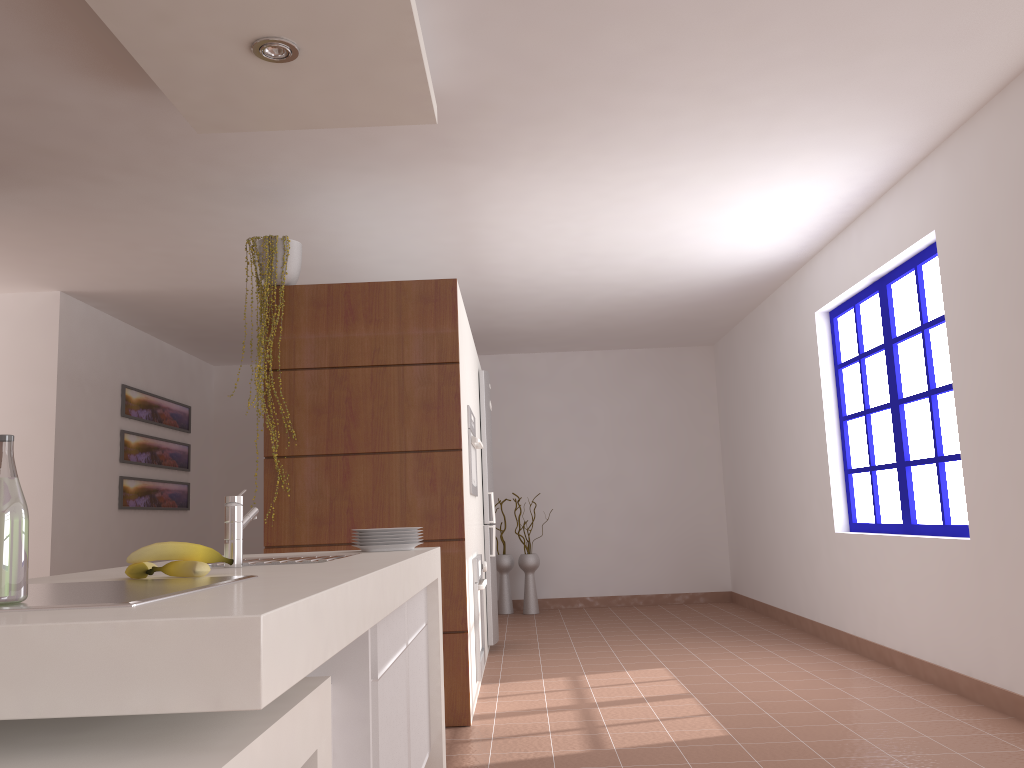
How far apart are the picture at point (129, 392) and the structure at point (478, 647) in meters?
3.4

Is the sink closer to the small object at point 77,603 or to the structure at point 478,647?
the small object at point 77,603

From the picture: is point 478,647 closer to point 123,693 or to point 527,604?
point 123,693

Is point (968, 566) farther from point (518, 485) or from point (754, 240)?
point (518, 485)

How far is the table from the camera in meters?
1.0 m

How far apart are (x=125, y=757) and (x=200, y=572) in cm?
73

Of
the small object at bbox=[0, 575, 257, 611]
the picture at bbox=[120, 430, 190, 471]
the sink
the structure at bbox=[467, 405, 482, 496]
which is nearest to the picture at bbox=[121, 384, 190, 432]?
the picture at bbox=[120, 430, 190, 471]

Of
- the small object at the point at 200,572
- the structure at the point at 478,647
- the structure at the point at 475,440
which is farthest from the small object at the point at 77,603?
the structure at the point at 475,440

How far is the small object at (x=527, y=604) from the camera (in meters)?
8.12

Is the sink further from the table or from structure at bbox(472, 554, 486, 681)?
structure at bbox(472, 554, 486, 681)
